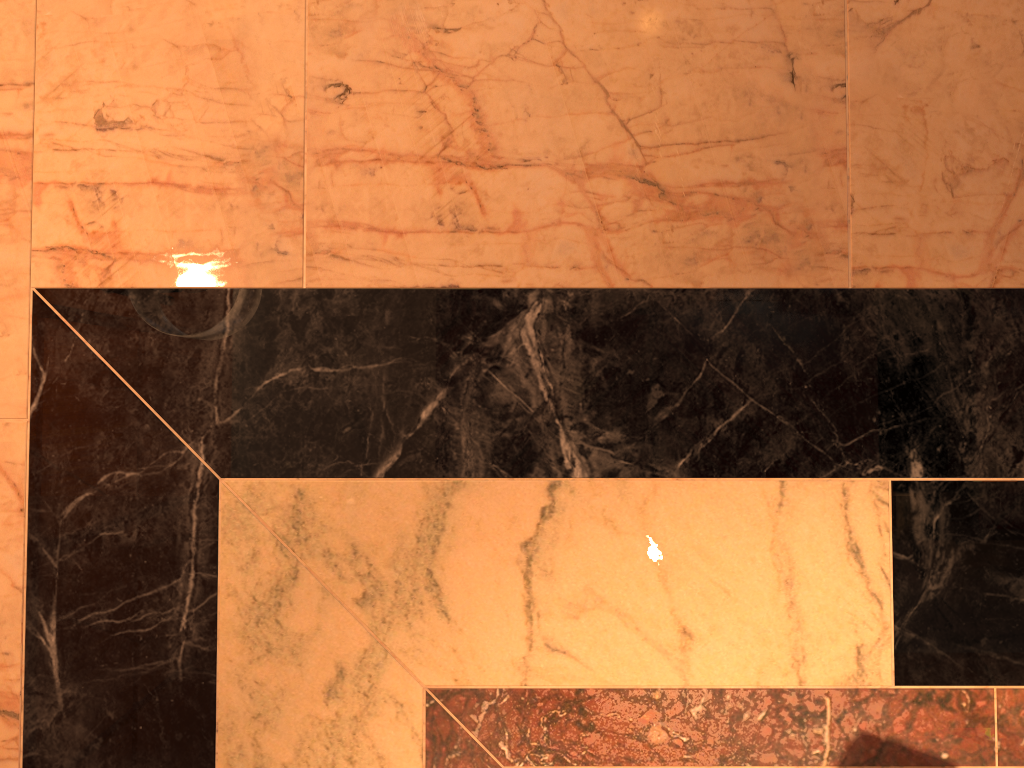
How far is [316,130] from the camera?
1.06m

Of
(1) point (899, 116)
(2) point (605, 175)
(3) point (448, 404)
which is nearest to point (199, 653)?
(3) point (448, 404)
